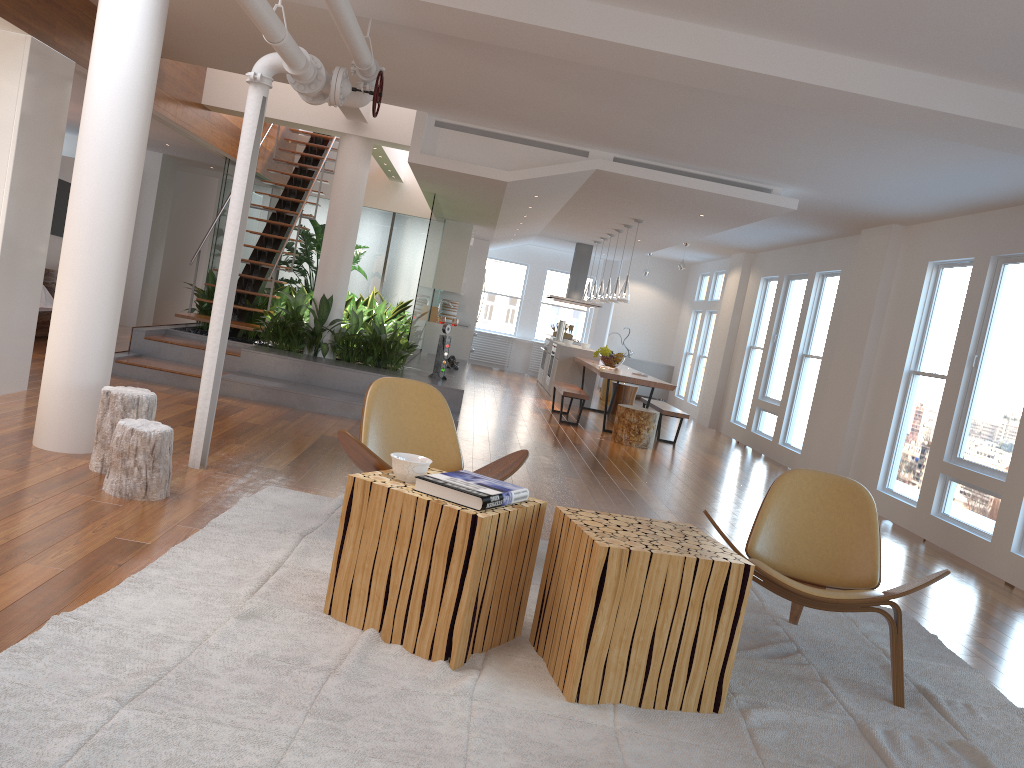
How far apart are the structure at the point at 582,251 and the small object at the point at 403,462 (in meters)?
11.69

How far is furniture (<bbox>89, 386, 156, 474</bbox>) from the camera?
4.4m

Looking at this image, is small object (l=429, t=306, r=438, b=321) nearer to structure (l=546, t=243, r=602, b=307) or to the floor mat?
structure (l=546, t=243, r=602, b=307)

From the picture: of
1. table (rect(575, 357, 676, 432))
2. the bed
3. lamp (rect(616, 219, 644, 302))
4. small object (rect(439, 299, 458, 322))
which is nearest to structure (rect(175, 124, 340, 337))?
the bed

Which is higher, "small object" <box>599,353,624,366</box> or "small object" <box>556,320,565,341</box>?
"small object" <box>556,320,565,341</box>

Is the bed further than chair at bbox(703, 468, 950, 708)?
Yes

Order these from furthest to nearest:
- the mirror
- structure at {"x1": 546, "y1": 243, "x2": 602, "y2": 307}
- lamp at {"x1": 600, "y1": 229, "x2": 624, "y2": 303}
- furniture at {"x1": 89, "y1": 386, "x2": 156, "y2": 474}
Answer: structure at {"x1": 546, "y1": 243, "x2": 602, "y2": 307} < lamp at {"x1": 600, "y1": 229, "x2": 624, "y2": 303} < the mirror < furniture at {"x1": 89, "y1": 386, "x2": 156, "y2": 474}

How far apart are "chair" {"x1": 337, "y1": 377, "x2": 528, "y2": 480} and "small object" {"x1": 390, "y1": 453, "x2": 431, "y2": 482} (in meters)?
0.59

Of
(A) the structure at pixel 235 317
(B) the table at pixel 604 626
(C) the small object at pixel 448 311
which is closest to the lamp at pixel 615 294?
(C) the small object at pixel 448 311

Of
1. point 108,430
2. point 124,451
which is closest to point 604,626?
point 124,451
